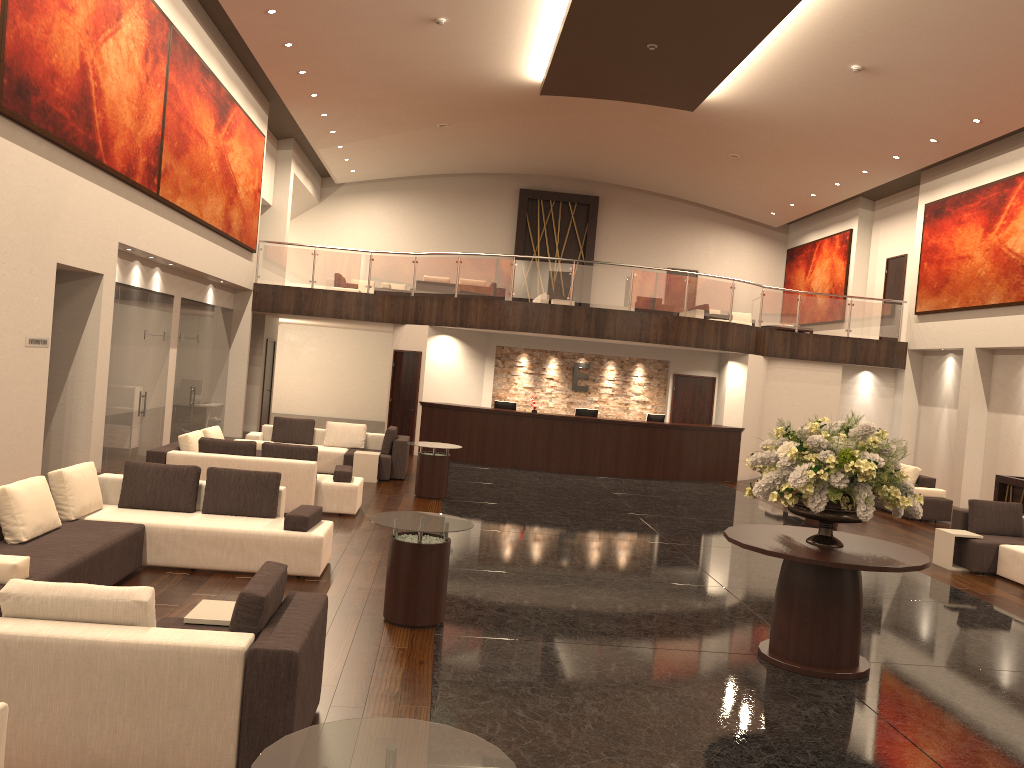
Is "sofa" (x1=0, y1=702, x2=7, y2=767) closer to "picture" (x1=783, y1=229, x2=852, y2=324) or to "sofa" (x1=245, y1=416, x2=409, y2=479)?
"sofa" (x1=245, y1=416, x2=409, y2=479)

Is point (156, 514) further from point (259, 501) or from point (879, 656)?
point (879, 656)

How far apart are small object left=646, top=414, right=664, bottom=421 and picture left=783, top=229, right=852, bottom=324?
8.2m

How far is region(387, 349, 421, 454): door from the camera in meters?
19.2 m

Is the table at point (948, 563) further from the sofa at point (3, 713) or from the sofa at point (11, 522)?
the sofa at point (3, 713)

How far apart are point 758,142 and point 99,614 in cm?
1939

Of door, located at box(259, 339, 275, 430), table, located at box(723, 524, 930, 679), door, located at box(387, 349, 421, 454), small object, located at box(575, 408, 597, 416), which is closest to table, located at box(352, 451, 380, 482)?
door, located at box(387, 349, 421, 454)

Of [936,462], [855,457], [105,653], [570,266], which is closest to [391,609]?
[105,653]

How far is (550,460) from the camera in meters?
18.1 m

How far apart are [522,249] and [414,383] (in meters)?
9.96
